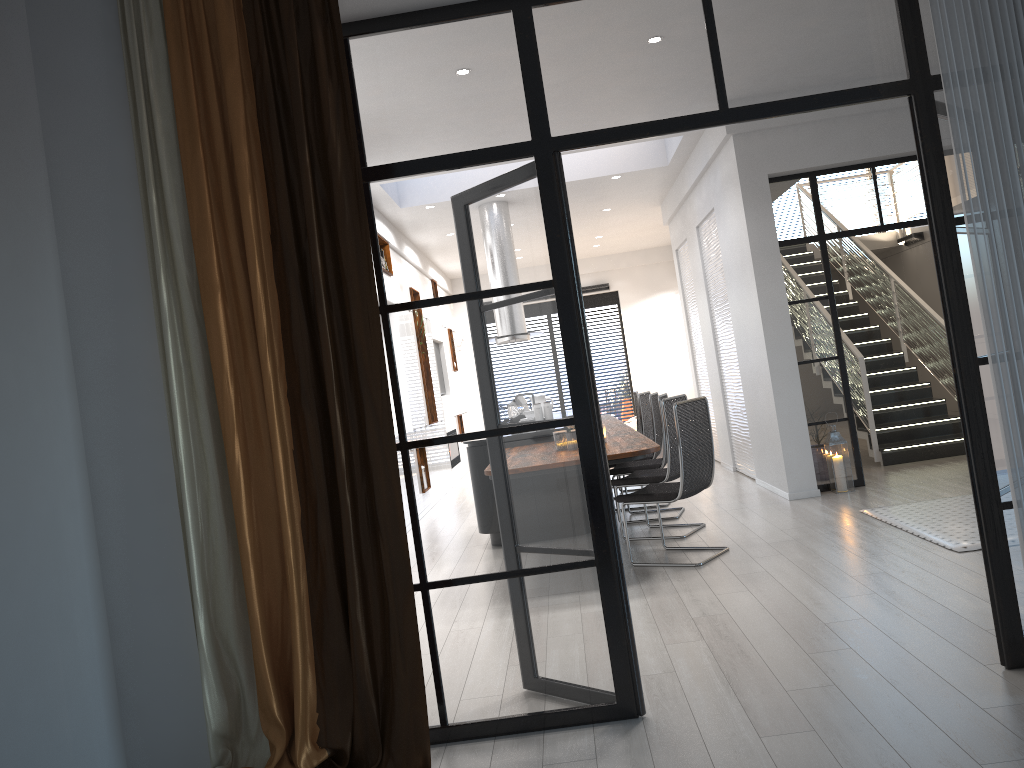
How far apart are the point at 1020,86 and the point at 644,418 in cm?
611

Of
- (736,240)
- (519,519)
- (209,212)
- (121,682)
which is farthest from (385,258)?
(736,240)

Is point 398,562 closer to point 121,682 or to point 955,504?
point 121,682

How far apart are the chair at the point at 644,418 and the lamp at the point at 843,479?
1.97m

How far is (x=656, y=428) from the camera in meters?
8.1 m

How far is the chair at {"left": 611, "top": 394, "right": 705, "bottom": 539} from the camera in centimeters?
646cm

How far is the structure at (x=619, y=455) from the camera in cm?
510

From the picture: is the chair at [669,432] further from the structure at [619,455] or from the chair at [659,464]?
the chair at [659,464]

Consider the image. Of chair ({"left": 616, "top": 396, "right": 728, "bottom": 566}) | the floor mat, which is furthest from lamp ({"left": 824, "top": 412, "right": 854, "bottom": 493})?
chair ({"left": 616, "top": 396, "right": 728, "bottom": 566})

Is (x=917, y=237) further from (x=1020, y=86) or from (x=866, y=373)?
(x=1020, y=86)
